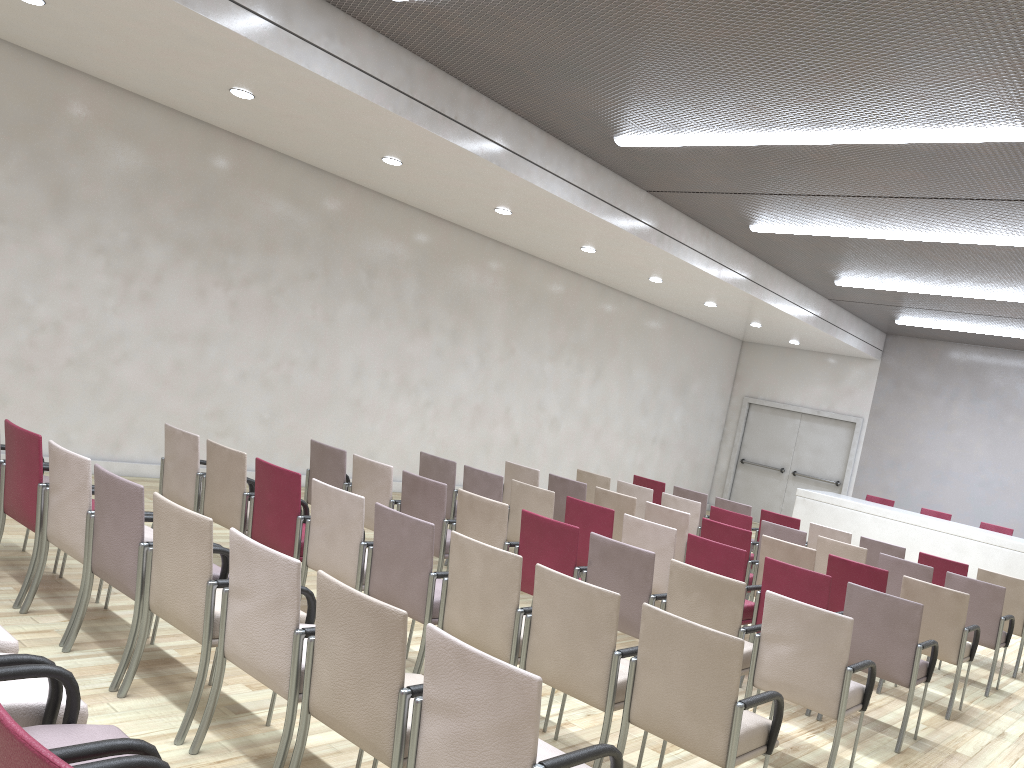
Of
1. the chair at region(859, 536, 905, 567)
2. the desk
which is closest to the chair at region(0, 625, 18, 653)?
the chair at region(859, 536, 905, 567)

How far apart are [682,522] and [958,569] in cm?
295

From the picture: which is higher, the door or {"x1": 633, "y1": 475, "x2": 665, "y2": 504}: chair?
the door

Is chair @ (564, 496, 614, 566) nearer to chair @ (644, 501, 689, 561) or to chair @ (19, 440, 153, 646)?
chair @ (644, 501, 689, 561)

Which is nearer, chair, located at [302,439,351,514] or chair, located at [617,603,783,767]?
chair, located at [617,603,783,767]

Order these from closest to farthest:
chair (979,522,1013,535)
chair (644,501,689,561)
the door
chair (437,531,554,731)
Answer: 1. chair (437,531,554,731)
2. chair (644,501,689,561)
3. chair (979,522,1013,535)
4. the door

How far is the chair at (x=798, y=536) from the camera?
8.2m

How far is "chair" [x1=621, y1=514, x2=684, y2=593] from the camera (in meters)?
6.29

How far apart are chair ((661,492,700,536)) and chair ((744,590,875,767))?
4.2 meters

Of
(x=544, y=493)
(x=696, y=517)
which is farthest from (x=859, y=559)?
(x=544, y=493)
